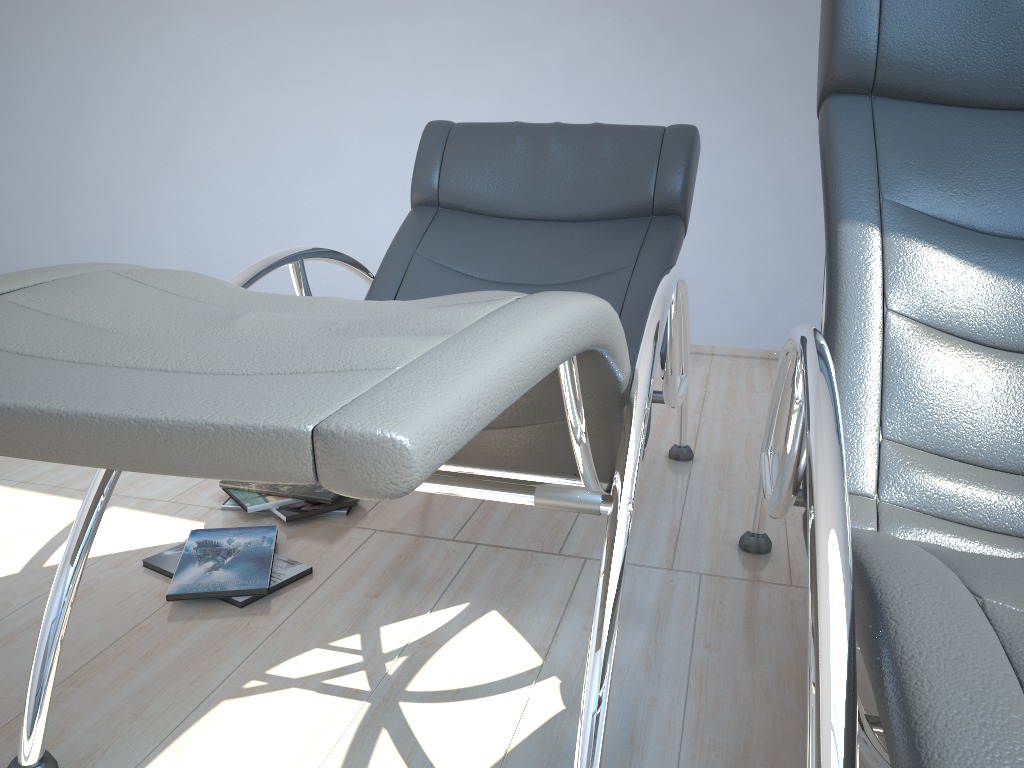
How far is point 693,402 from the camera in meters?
3.3 m

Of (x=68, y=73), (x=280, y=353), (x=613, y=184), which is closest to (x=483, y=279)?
(x=613, y=184)

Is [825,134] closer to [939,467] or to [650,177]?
[939,467]

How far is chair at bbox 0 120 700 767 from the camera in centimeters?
61cm

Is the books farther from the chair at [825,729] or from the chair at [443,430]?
the chair at [825,729]

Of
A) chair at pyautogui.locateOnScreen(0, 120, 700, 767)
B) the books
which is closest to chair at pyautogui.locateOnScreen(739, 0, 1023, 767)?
chair at pyautogui.locateOnScreen(0, 120, 700, 767)

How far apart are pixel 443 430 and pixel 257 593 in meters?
1.3 m

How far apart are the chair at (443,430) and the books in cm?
44

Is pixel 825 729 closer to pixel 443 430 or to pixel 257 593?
pixel 443 430

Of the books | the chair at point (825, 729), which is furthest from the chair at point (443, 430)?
the books
